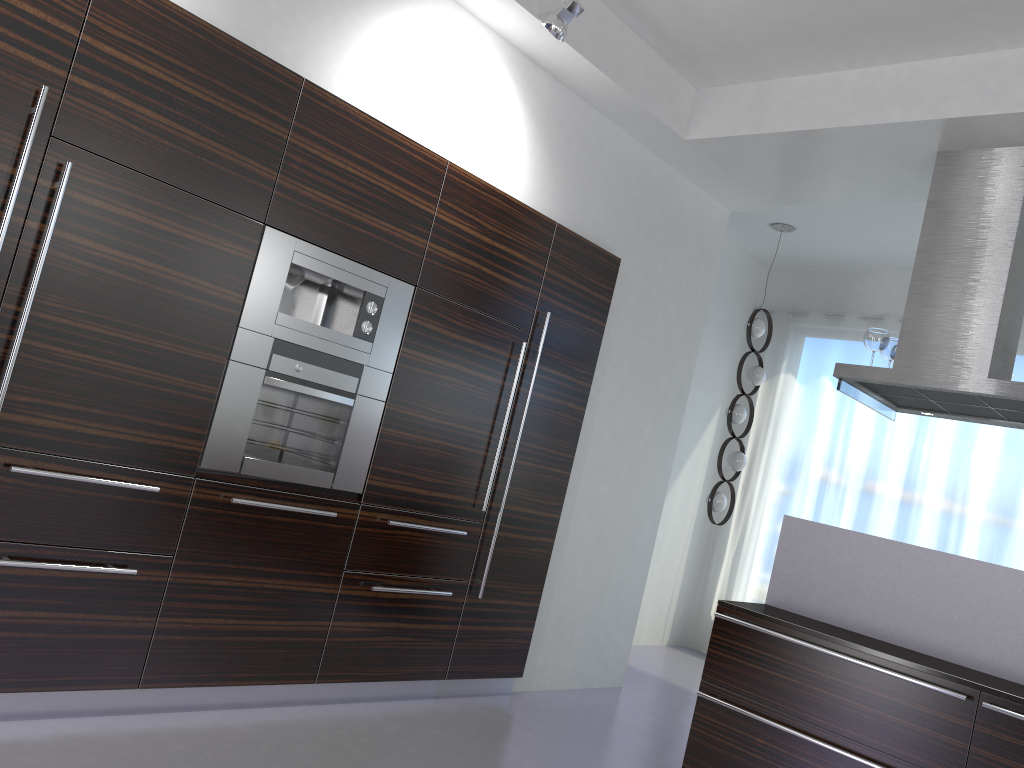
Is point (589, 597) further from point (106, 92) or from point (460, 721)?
point (106, 92)

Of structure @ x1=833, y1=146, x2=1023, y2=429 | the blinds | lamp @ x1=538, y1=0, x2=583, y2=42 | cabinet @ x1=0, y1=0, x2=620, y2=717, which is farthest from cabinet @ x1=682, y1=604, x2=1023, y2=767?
the blinds

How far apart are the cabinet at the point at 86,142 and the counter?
1.2 meters

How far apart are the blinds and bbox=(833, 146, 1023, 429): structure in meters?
2.0

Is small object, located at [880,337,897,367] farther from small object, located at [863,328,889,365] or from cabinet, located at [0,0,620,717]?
cabinet, located at [0,0,620,717]

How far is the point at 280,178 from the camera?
3.4m

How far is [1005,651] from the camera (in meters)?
3.63

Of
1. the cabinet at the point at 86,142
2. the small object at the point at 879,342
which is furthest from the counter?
the cabinet at the point at 86,142

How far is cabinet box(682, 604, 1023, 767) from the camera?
3.25m

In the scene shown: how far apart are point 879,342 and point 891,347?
0.2 meters
